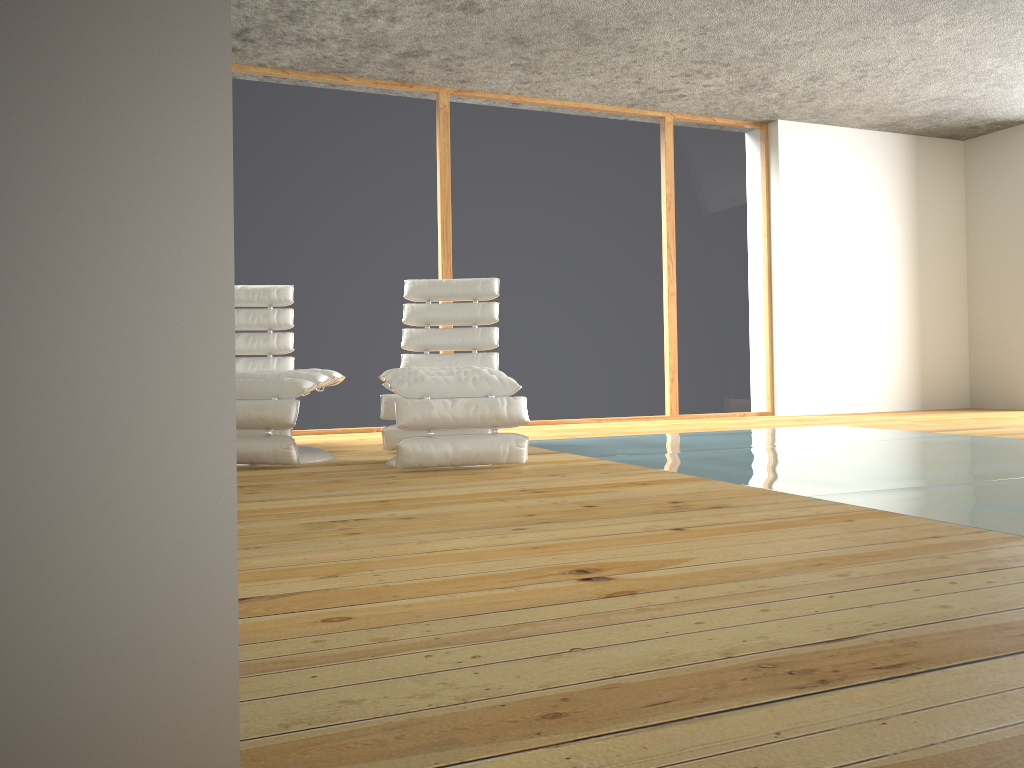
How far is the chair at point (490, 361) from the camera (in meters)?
5.07

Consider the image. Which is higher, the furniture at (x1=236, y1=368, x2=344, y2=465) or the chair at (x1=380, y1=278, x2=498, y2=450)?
the chair at (x1=380, y1=278, x2=498, y2=450)

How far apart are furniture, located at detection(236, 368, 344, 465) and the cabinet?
3.4 meters

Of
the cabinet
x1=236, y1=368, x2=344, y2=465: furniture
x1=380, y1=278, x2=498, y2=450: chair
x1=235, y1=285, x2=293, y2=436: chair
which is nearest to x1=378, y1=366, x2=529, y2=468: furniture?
x1=236, y1=368, x2=344, y2=465: furniture

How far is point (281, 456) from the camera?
3.9m

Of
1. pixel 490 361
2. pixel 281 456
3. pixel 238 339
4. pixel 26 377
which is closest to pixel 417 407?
pixel 281 456

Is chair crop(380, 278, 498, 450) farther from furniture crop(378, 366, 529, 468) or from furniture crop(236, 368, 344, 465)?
furniture crop(378, 366, 529, 468)

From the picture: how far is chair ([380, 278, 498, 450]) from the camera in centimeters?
507cm

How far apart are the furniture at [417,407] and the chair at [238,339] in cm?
99

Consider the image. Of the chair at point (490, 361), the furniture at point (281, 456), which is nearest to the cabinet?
the furniture at point (281, 456)
